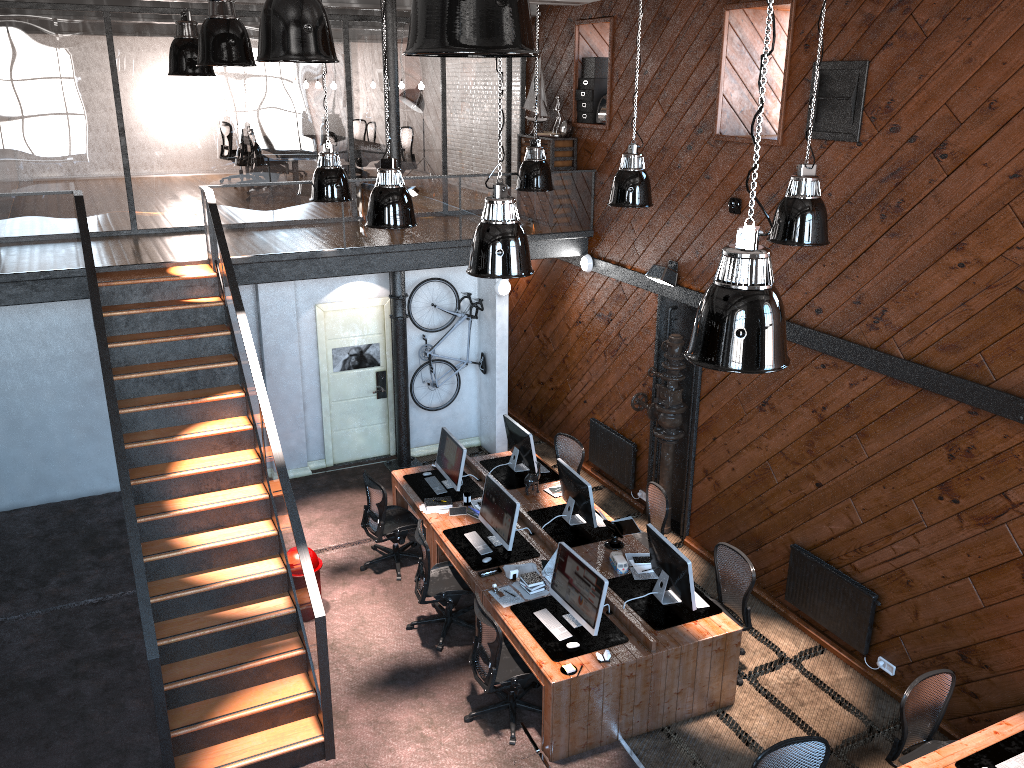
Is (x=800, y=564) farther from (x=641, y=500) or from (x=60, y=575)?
(x=60, y=575)

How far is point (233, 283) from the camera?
7.9m

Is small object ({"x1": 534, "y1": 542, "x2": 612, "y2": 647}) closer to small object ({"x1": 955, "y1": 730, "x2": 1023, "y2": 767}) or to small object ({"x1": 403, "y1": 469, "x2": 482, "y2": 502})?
small object ({"x1": 403, "y1": 469, "x2": 482, "y2": 502})

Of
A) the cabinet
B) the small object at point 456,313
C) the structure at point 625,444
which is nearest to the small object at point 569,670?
the structure at point 625,444

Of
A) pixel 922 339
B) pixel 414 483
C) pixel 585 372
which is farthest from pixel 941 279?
pixel 414 483

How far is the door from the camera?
11.5 meters

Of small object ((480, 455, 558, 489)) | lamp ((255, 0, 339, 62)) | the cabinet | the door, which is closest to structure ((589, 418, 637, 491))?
small object ((480, 455, 558, 489))

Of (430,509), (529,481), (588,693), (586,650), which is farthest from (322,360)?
(588,693)

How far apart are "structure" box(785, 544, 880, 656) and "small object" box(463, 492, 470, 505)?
3.27m

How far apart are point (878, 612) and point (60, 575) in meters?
8.1
